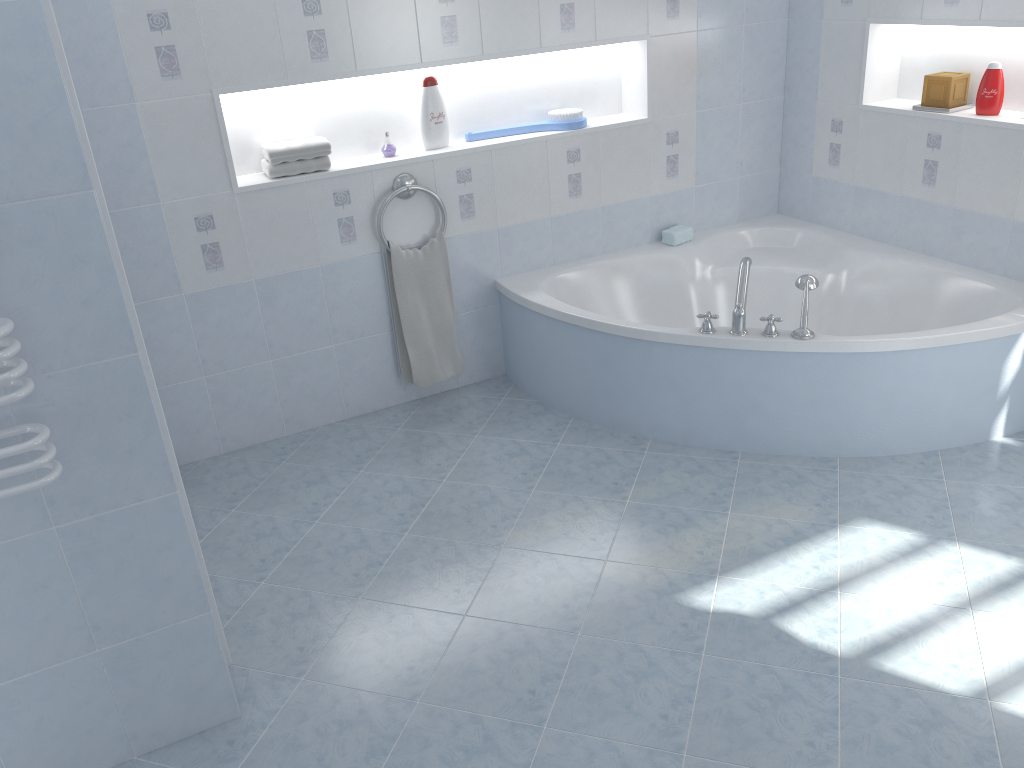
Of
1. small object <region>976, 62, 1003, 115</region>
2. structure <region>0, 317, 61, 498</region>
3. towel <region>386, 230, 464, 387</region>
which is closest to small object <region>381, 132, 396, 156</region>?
towel <region>386, 230, 464, 387</region>

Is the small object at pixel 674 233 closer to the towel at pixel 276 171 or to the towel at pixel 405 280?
the towel at pixel 405 280

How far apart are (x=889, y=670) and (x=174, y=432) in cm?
257

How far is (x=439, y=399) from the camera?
3.8m

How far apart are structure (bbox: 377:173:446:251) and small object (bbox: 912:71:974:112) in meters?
1.9

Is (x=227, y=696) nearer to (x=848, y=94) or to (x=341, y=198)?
(x=341, y=198)

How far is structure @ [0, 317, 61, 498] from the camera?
1.6m

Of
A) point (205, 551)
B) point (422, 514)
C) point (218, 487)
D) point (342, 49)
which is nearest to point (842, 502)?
point (422, 514)

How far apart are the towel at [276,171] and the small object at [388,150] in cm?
25

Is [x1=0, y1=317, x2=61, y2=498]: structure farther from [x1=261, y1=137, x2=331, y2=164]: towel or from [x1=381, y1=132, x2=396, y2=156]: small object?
[x1=381, y1=132, x2=396, y2=156]: small object
